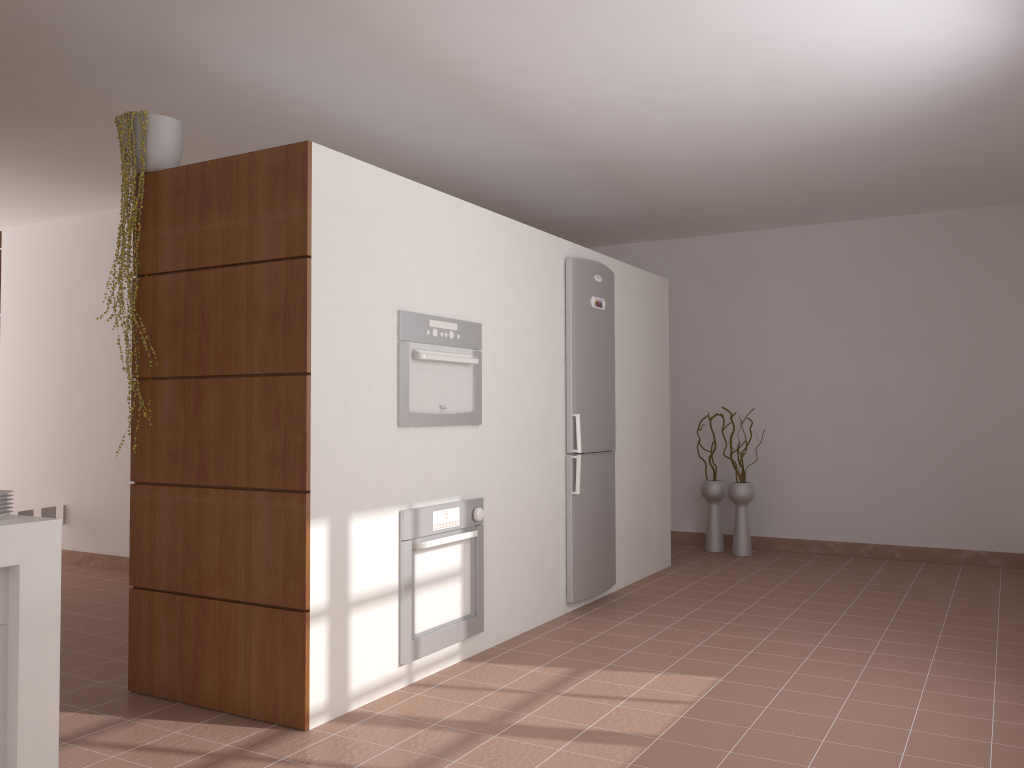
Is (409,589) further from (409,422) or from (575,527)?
(575,527)

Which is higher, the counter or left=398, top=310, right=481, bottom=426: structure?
left=398, top=310, right=481, bottom=426: structure

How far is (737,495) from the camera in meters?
6.6

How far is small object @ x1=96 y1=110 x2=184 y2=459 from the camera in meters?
3.4 m

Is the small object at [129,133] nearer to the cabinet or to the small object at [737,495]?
the cabinet

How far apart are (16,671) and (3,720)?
0.1m

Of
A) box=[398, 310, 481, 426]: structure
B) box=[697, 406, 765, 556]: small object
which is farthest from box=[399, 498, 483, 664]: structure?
box=[697, 406, 765, 556]: small object

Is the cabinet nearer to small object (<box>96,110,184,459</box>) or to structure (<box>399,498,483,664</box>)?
structure (<box>399,498,483,664</box>)

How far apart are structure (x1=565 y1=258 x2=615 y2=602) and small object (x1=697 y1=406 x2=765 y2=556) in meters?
1.8 m

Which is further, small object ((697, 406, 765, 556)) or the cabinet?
small object ((697, 406, 765, 556))
